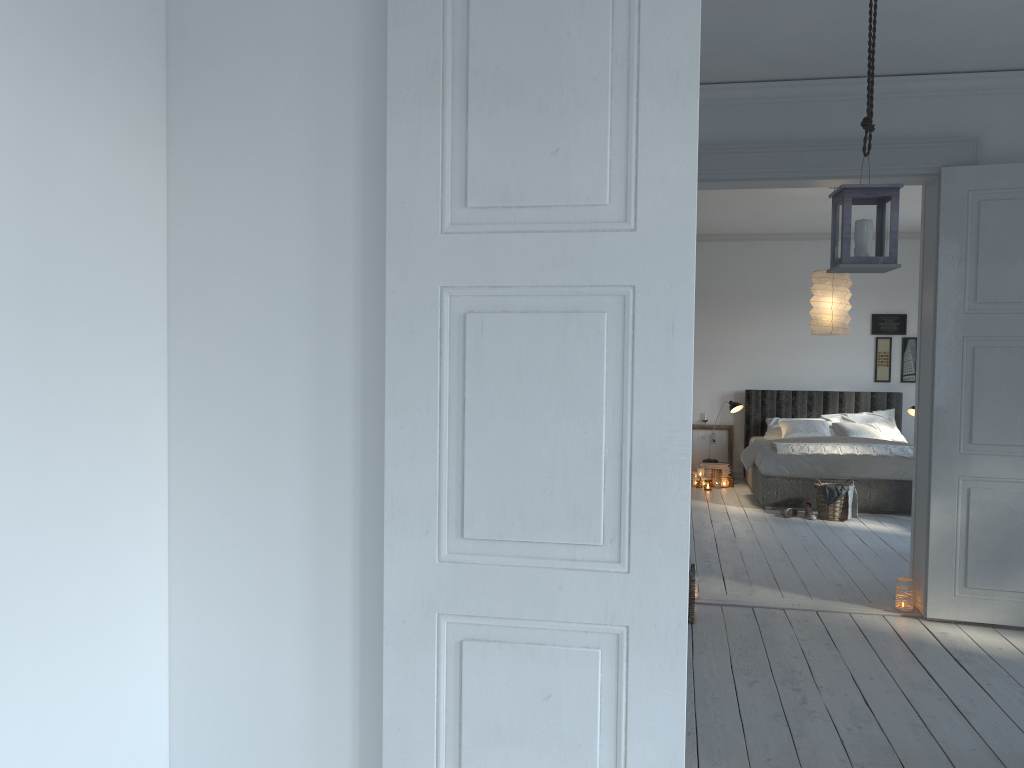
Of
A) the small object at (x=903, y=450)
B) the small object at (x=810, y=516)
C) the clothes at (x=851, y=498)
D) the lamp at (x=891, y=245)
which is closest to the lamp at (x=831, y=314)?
the small object at (x=903, y=450)

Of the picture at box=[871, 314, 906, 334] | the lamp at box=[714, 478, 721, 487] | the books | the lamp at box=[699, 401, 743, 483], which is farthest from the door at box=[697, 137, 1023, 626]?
the picture at box=[871, 314, 906, 334]

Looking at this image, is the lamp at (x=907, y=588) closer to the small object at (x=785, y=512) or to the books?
the small object at (x=785, y=512)

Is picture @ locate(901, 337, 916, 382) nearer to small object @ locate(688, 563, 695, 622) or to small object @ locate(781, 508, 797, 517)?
small object @ locate(781, 508, 797, 517)

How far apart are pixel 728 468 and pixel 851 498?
2.31m

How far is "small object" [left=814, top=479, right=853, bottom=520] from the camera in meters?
7.6 m

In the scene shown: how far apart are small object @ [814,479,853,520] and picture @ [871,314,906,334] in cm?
304

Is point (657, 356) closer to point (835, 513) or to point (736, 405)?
point (835, 513)

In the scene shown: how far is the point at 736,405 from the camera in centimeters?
963cm

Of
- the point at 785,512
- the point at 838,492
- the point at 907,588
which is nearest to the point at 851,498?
the point at 838,492
